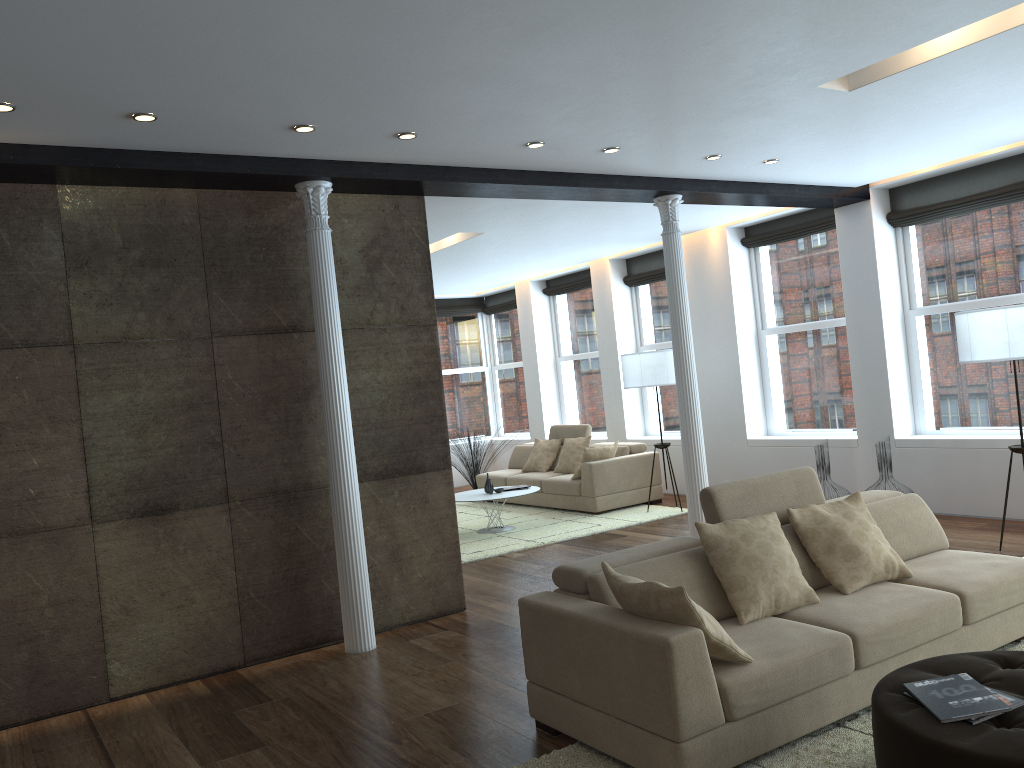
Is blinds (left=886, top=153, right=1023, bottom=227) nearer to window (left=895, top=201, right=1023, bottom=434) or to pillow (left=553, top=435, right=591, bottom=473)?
window (left=895, top=201, right=1023, bottom=434)

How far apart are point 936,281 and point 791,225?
1.7m

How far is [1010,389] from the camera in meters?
7.6

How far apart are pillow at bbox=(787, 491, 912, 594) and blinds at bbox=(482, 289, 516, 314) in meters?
9.4

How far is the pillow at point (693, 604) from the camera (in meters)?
3.25

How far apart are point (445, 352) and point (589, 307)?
2.9m

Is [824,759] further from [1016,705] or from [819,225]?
[819,225]

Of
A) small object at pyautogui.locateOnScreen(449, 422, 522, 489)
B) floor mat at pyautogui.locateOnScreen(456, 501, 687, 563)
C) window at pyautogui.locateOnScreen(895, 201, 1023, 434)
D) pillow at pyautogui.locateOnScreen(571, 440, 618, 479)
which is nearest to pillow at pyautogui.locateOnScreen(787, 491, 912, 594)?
window at pyautogui.locateOnScreen(895, 201, 1023, 434)

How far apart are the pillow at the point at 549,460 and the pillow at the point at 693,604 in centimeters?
741cm

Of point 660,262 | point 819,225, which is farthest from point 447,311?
point 819,225
